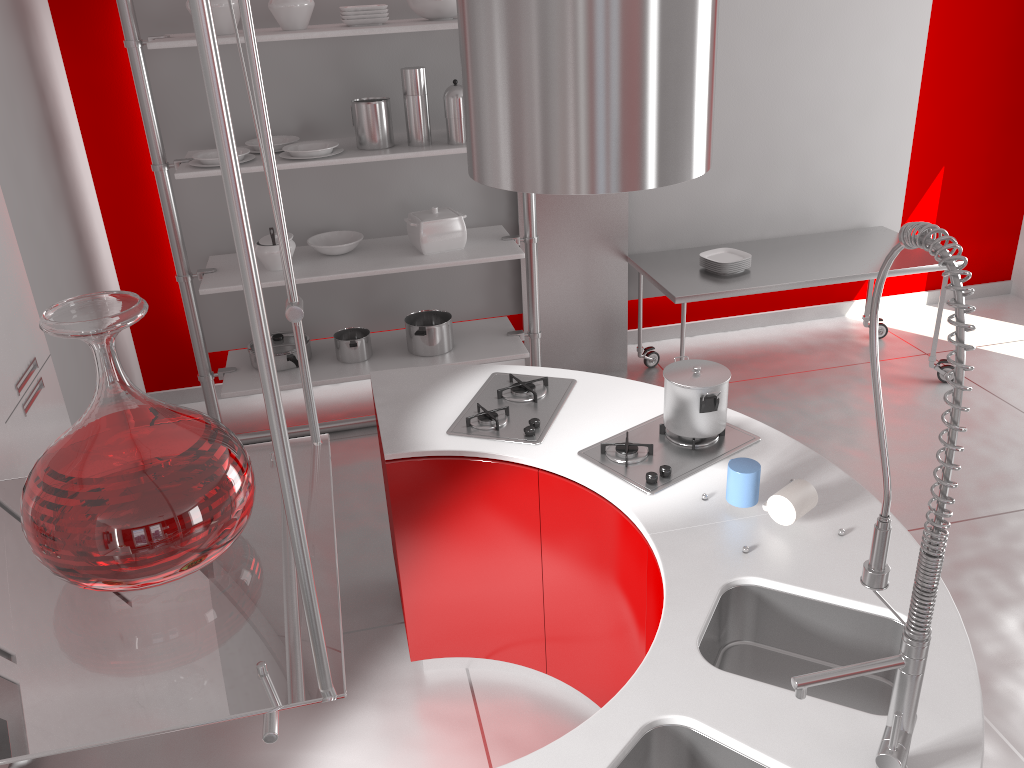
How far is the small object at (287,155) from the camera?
3.9m

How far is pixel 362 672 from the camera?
3.0 meters

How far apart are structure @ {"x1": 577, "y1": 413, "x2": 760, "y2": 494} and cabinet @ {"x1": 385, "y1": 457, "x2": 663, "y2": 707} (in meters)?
0.08

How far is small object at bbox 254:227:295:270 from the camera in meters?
4.0 m

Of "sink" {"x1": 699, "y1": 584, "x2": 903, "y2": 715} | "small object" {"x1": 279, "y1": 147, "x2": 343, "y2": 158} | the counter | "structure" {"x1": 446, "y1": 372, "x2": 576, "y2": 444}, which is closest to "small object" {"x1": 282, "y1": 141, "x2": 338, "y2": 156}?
"small object" {"x1": 279, "y1": 147, "x2": 343, "y2": 158}

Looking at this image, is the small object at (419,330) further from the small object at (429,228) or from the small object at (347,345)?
the small object at (429,228)

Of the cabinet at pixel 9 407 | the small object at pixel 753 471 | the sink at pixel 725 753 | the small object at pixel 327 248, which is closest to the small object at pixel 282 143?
the small object at pixel 327 248

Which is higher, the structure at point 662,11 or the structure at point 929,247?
the structure at point 662,11

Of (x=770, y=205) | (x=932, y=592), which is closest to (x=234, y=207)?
(x=932, y=592)

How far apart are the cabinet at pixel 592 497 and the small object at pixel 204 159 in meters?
1.9 m
